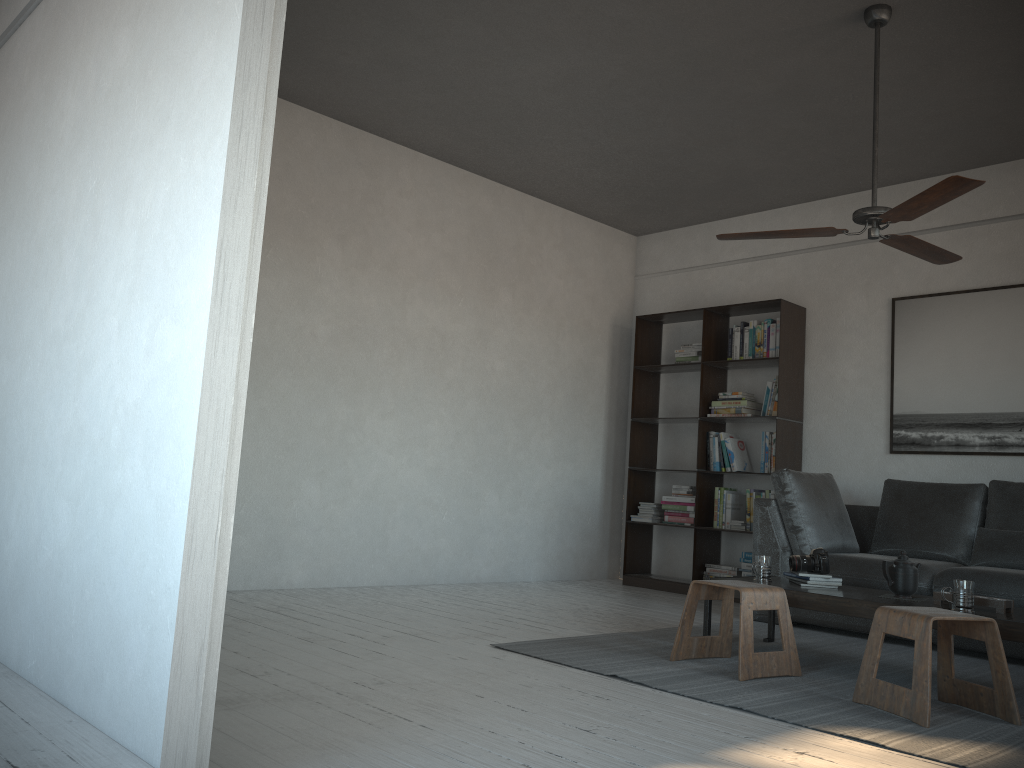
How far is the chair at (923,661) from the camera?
2.88m

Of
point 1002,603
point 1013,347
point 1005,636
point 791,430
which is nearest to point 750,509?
point 791,430

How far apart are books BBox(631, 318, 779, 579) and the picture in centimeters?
76cm

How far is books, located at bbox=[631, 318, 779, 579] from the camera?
6.2m

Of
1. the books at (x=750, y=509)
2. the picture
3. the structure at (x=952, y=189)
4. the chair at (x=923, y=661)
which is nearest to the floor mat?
the chair at (x=923, y=661)

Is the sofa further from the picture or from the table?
the table

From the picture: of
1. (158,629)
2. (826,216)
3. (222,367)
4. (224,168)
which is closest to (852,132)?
(826,216)

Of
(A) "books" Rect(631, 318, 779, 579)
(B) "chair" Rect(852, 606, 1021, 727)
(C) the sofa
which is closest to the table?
(B) "chair" Rect(852, 606, 1021, 727)

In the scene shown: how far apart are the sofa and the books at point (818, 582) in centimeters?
77cm

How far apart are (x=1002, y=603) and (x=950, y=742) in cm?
92
